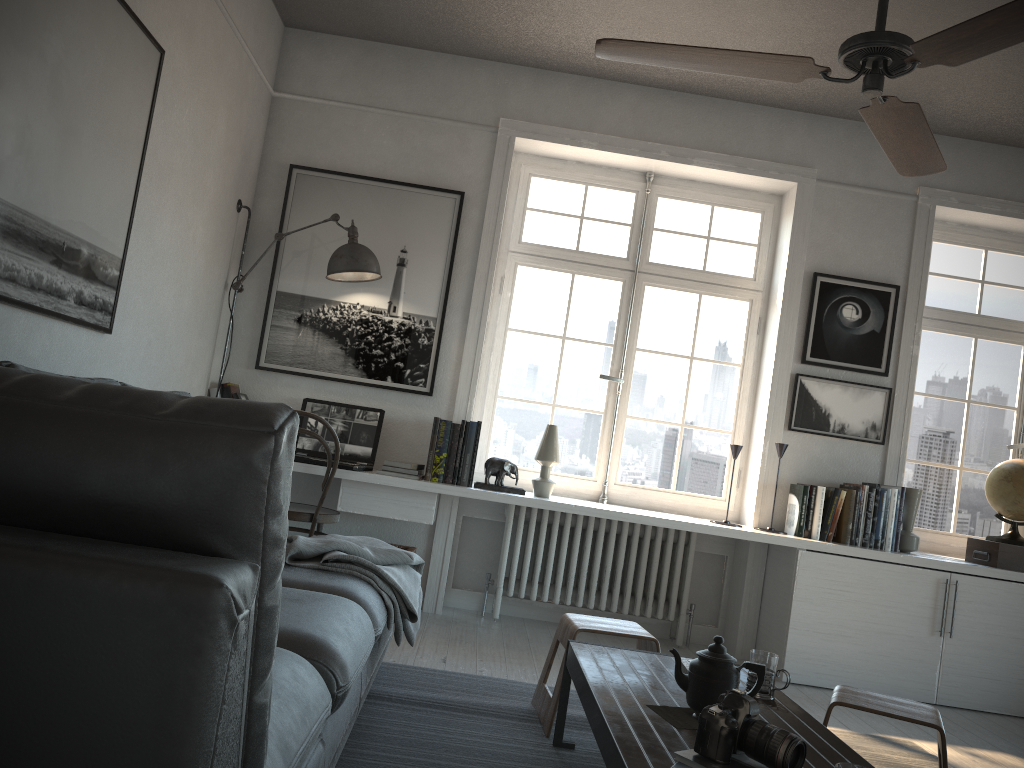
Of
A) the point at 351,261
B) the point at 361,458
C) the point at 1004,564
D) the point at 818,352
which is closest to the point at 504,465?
the point at 361,458

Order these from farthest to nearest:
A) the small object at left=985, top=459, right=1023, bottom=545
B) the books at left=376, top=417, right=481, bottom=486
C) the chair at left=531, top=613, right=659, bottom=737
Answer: the small object at left=985, top=459, right=1023, bottom=545
the books at left=376, top=417, right=481, bottom=486
the chair at left=531, top=613, right=659, bottom=737

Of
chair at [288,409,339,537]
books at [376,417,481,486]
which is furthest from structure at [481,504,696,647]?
chair at [288,409,339,537]

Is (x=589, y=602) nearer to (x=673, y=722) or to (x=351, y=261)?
(x=351, y=261)

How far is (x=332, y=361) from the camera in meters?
4.6

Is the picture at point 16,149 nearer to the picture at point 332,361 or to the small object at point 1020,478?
the picture at point 332,361

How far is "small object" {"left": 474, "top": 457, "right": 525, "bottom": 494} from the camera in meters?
4.3 m

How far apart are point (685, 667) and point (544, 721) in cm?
68

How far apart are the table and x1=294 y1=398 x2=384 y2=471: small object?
1.72m

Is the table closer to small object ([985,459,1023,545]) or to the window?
the window
